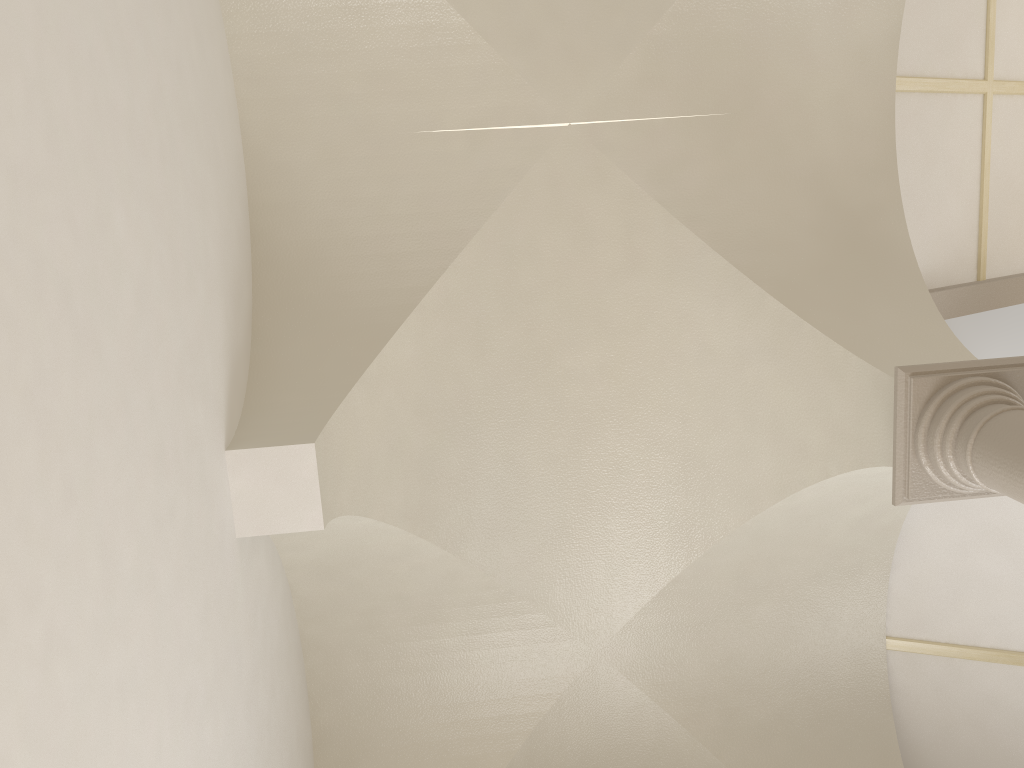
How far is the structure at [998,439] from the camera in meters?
3.8

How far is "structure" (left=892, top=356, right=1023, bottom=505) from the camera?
3.8m

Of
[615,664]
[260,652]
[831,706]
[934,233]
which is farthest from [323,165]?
[831,706]

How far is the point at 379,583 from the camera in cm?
535

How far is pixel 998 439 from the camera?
3.8 meters
